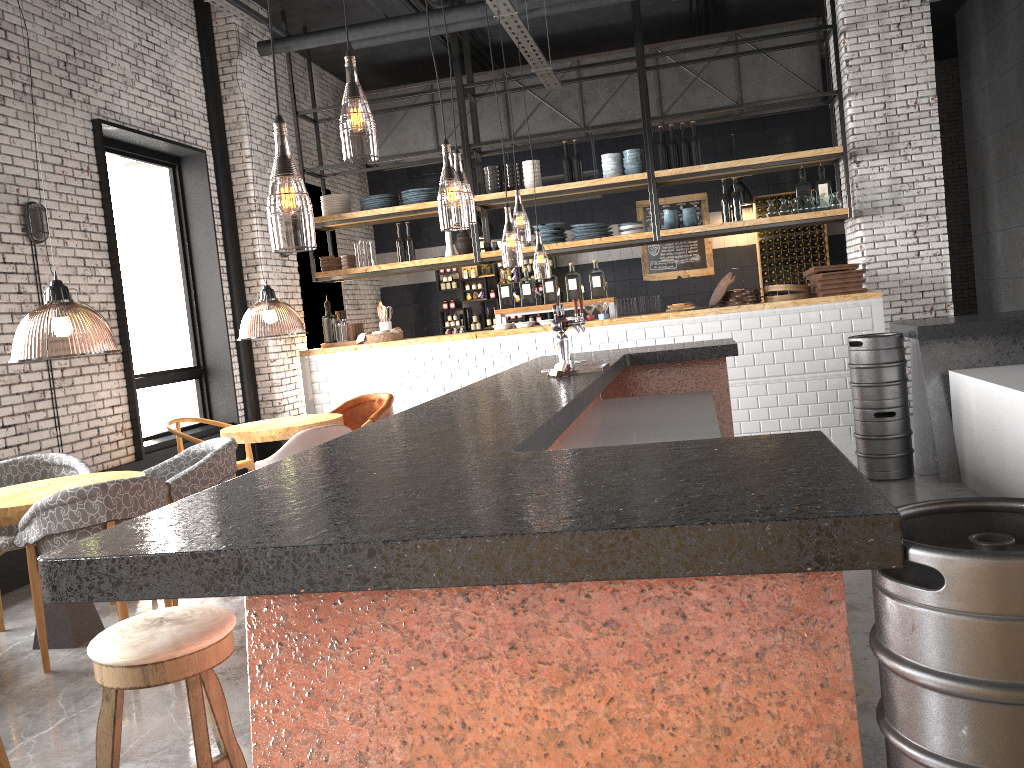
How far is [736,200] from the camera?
9.1m

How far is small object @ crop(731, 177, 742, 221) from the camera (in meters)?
9.07

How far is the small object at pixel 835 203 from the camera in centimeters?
870cm

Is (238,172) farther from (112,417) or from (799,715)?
(799,715)

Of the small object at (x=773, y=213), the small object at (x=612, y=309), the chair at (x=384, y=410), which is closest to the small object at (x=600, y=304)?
the small object at (x=612, y=309)

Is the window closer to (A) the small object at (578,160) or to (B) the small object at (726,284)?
(A) the small object at (578,160)

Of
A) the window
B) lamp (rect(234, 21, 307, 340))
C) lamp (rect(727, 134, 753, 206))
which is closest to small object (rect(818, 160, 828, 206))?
lamp (rect(727, 134, 753, 206))

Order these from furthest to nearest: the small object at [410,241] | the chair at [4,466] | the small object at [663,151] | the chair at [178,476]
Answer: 1. the small object at [410,241]
2. the small object at [663,151]
3. the chair at [4,466]
4. the chair at [178,476]

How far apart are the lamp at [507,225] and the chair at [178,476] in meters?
3.7 m

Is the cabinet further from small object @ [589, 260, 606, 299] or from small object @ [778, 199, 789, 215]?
small object @ [589, 260, 606, 299]
